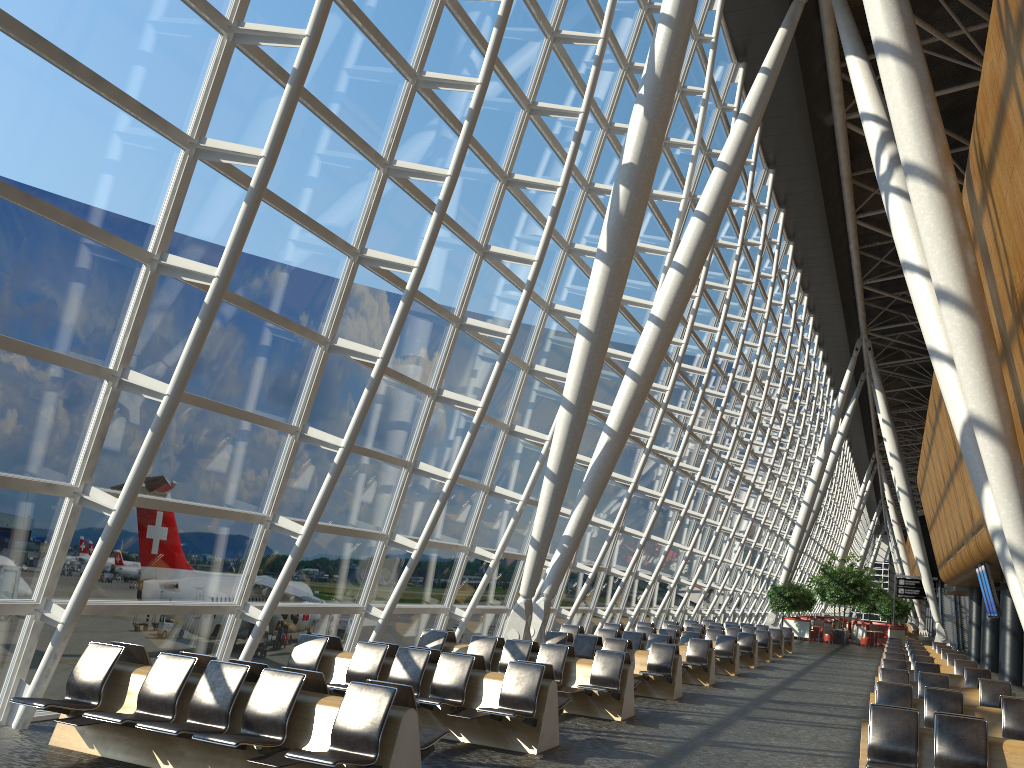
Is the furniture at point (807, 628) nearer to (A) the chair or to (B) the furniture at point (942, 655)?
(A) the chair

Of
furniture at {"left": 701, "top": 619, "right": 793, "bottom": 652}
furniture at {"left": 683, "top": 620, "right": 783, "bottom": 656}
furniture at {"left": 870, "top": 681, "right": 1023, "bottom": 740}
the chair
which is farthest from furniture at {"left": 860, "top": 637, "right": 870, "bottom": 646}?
furniture at {"left": 870, "top": 681, "right": 1023, "bottom": 740}

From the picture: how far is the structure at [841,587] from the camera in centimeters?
4123cm

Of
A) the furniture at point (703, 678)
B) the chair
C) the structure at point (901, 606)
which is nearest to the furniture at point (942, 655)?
the furniture at point (703, 678)

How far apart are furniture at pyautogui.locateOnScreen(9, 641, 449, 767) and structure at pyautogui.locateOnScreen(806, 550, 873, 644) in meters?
38.4 m

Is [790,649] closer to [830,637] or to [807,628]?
[830,637]

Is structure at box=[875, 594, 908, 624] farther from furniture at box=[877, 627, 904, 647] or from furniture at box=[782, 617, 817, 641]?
furniture at box=[782, 617, 817, 641]

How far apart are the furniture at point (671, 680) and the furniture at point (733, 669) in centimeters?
498cm

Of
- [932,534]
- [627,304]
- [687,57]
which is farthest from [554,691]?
[932,534]

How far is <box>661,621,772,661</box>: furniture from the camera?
24.7 meters
